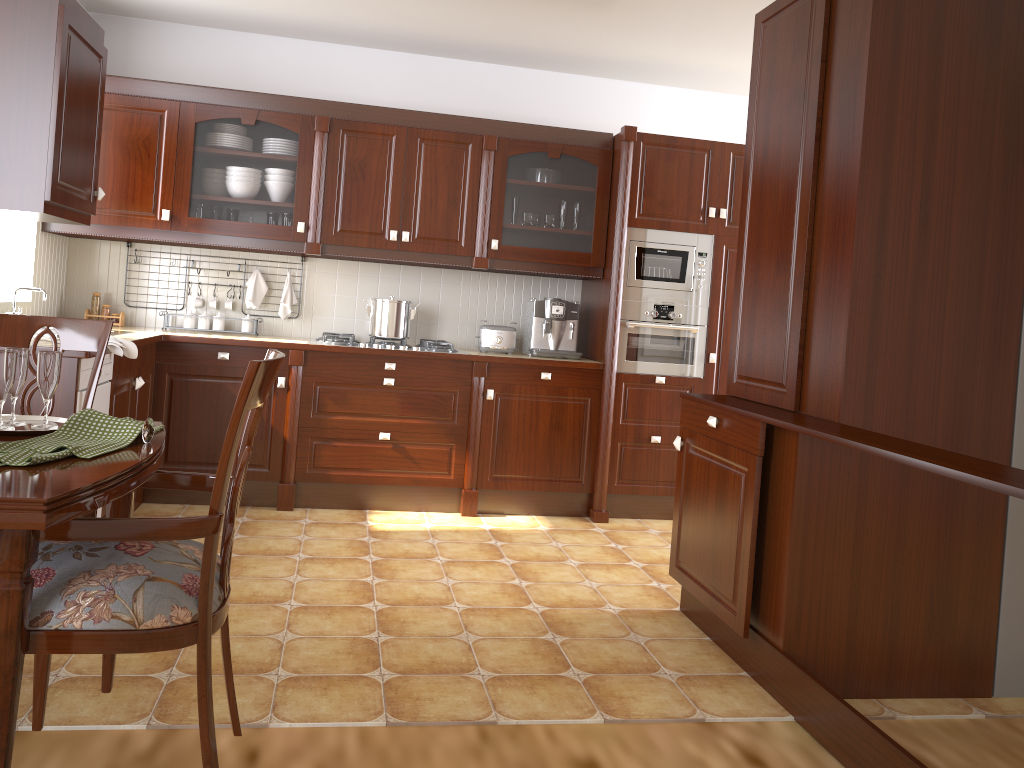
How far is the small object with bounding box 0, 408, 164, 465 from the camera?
1.41m

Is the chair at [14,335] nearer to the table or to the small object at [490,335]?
the table

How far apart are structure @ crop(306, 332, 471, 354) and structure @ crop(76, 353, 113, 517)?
1.22m

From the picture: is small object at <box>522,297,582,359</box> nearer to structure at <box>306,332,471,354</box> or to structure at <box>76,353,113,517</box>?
structure at <box>306,332,471,354</box>

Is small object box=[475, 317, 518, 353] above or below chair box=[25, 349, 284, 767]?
above

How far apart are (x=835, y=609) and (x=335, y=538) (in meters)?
2.18

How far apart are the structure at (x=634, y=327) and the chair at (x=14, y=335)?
2.77m

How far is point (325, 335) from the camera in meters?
4.4 m

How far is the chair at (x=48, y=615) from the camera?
1.4m

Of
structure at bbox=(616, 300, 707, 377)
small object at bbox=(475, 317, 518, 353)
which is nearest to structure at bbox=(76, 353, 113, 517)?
small object at bbox=(475, 317, 518, 353)
